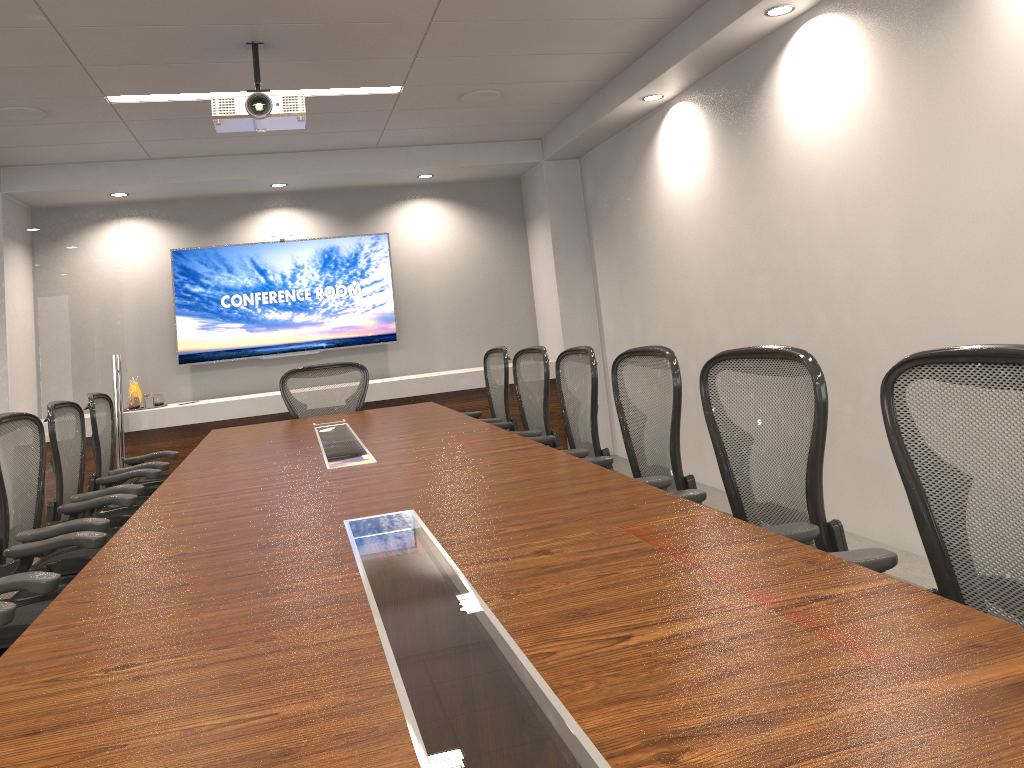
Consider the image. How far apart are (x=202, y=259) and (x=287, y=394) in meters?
2.4 m

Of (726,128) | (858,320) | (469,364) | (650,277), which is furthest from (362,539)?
(469,364)

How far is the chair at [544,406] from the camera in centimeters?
455cm

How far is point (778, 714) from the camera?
1.04m

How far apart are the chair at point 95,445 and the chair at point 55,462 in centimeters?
24cm

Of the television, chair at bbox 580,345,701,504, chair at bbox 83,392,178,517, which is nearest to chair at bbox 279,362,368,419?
chair at bbox 83,392,178,517

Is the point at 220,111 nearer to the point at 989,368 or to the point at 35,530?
the point at 35,530

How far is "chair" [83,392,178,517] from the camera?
4.75m

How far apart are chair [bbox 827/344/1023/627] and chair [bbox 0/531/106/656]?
2.1 meters

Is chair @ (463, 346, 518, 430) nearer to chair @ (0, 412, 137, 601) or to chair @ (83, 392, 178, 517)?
chair @ (83, 392, 178, 517)
